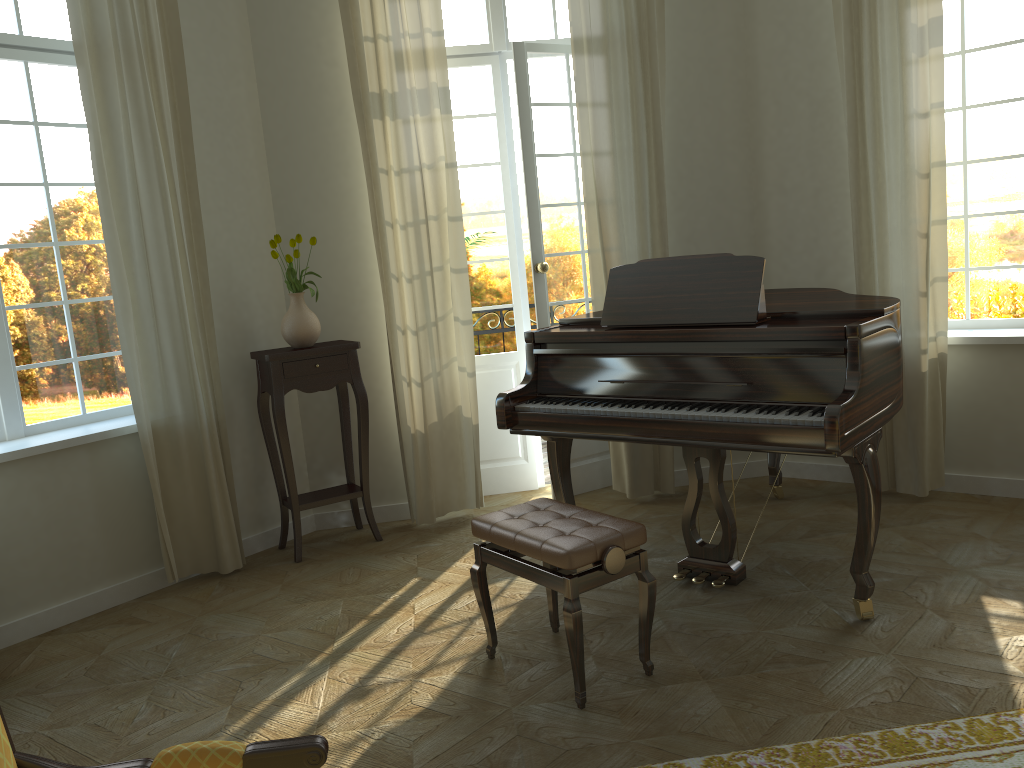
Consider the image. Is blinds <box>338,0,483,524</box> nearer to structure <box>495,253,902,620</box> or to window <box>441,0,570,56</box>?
window <box>441,0,570,56</box>

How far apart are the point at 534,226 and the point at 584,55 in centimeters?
97cm

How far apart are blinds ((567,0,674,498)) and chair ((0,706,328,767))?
3.7m

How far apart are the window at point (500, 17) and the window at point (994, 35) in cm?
208

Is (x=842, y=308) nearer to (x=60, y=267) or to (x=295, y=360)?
(x=295, y=360)

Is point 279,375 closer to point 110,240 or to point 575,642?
point 110,240

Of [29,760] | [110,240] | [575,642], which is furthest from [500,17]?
[29,760]

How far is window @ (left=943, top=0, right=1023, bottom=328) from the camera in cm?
465

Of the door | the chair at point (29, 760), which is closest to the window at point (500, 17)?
the door

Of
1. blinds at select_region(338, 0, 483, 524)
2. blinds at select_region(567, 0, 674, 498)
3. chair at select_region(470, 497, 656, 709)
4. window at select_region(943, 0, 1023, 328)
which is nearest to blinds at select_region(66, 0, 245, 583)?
blinds at select_region(338, 0, 483, 524)
